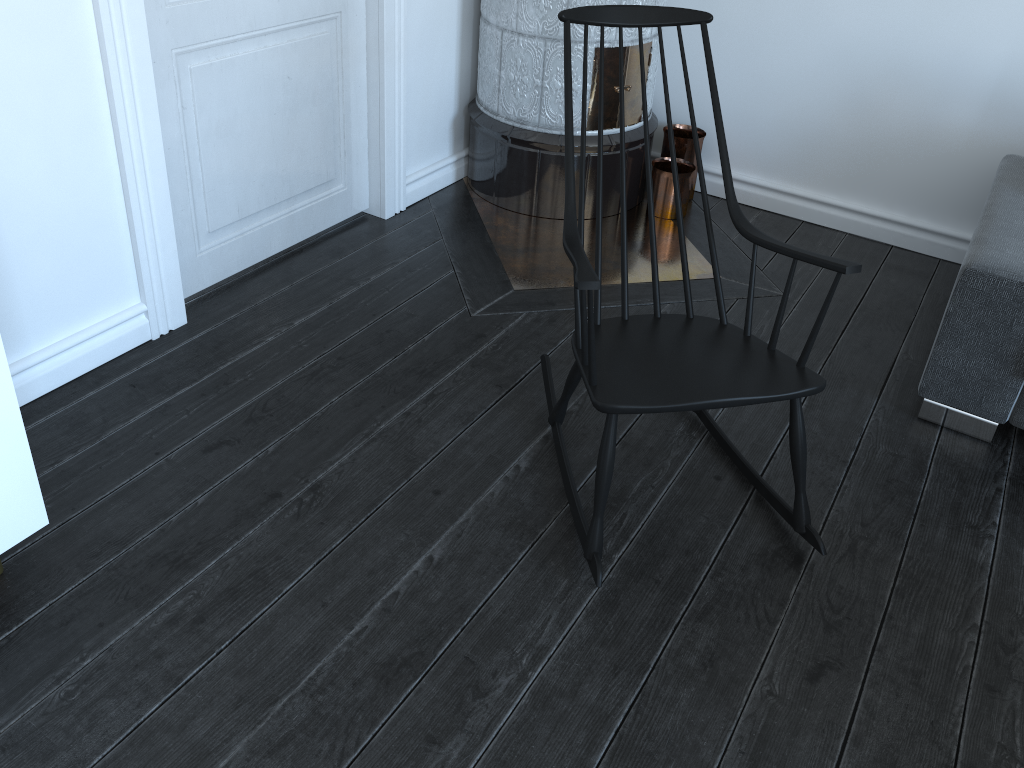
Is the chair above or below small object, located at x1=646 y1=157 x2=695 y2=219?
above

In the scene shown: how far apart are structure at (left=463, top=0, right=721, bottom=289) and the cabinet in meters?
1.6 m

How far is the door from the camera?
2.2 meters

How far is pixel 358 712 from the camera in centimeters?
162cm

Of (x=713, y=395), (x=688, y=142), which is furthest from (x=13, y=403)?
(x=688, y=142)

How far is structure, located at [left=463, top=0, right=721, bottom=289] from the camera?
3.0m

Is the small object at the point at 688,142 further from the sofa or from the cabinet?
the cabinet

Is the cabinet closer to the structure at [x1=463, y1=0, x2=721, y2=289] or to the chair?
the chair

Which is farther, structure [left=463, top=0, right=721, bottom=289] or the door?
structure [left=463, top=0, right=721, bottom=289]

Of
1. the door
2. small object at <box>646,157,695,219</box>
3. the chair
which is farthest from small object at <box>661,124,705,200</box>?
the chair
